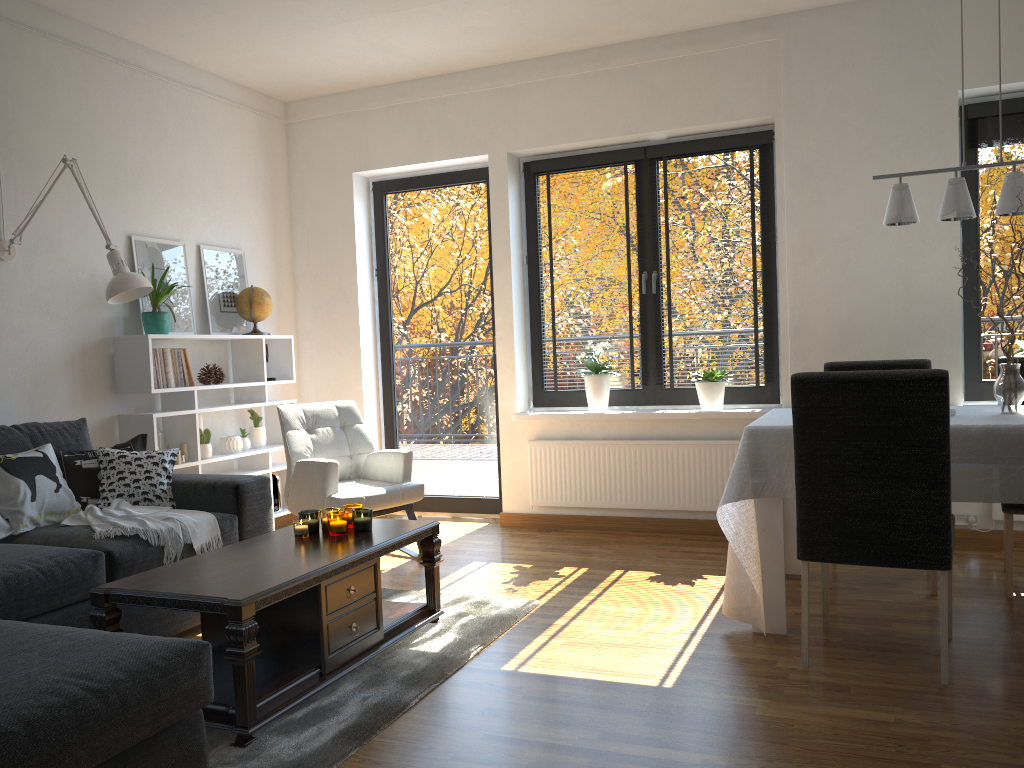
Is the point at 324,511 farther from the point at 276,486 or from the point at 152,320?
the point at 276,486

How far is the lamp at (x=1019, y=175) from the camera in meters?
3.2 m

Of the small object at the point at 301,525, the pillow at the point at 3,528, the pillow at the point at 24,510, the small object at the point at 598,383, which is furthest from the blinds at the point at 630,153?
the pillow at the point at 3,528

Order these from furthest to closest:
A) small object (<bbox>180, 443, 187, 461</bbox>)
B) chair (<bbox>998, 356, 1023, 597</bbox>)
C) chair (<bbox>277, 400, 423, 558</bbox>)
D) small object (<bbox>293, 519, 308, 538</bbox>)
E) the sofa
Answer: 1. small object (<bbox>180, 443, 187, 461</bbox>)
2. chair (<bbox>277, 400, 423, 558</bbox>)
3. chair (<bbox>998, 356, 1023, 597</bbox>)
4. small object (<bbox>293, 519, 308, 538</bbox>)
5. the sofa

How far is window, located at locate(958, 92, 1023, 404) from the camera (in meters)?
4.55

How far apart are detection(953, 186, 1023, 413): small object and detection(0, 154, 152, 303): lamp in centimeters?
348cm

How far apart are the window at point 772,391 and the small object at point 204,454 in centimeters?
193cm

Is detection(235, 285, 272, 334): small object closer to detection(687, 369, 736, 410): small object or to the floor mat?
the floor mat

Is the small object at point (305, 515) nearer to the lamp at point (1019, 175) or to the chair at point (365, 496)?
the chair at point (365, 496)

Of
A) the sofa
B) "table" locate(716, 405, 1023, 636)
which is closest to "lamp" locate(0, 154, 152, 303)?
the sofa
